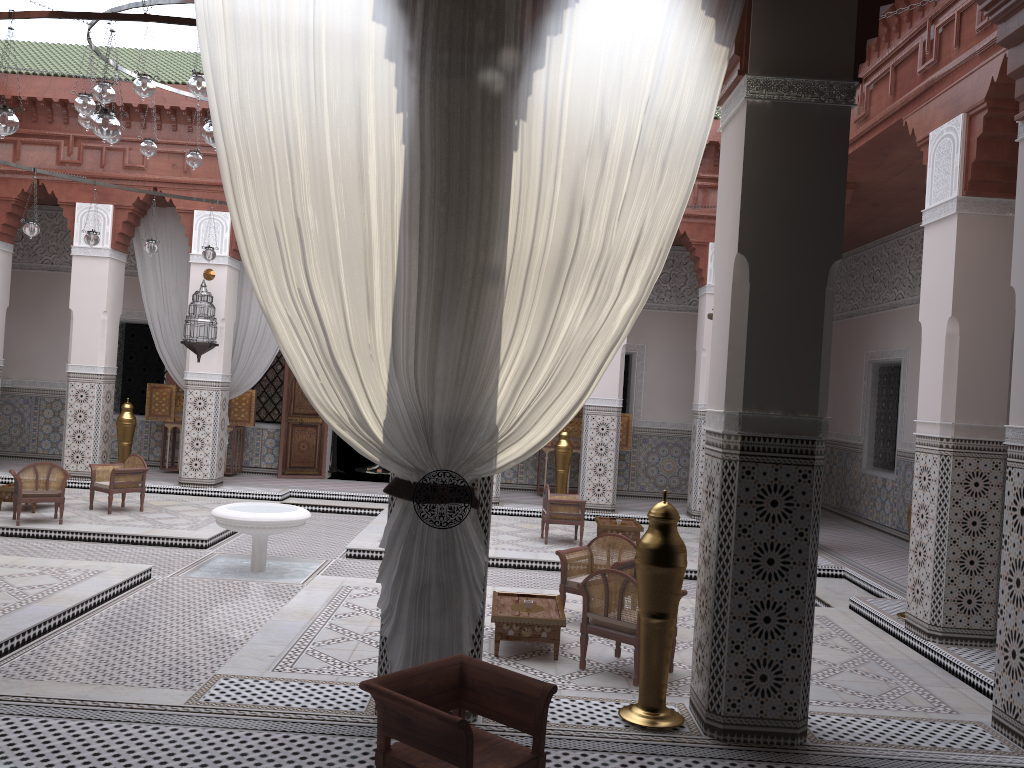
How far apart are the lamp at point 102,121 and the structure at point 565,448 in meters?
3.7 m

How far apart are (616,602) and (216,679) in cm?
111

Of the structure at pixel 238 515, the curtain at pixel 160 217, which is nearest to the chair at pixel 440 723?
the structure at pixel 238 515

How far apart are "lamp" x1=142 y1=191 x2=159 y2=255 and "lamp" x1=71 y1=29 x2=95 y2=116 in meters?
1.5 m

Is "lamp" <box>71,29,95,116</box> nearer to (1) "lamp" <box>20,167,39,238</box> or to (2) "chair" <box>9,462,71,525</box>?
(1) "lamp" <box>20,167,39,238</box>

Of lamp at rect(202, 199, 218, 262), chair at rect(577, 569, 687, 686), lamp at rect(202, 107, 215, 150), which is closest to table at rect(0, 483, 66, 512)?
lamp at rect(202, 199, 218, 262)

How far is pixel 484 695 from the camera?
1.61m

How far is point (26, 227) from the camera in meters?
4.6 m

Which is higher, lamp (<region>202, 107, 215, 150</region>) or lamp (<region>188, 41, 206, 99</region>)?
lamp (<region>188, 41, 206, 99</region>)

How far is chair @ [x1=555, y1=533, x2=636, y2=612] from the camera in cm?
313
